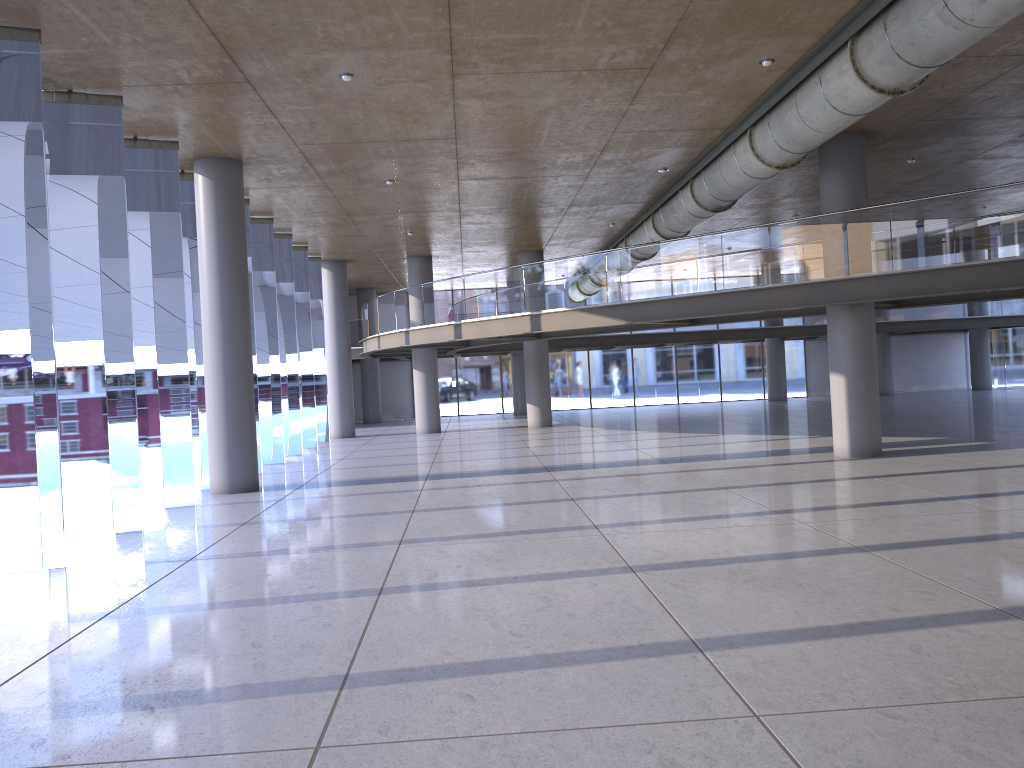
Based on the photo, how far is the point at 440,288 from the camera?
21.21m
